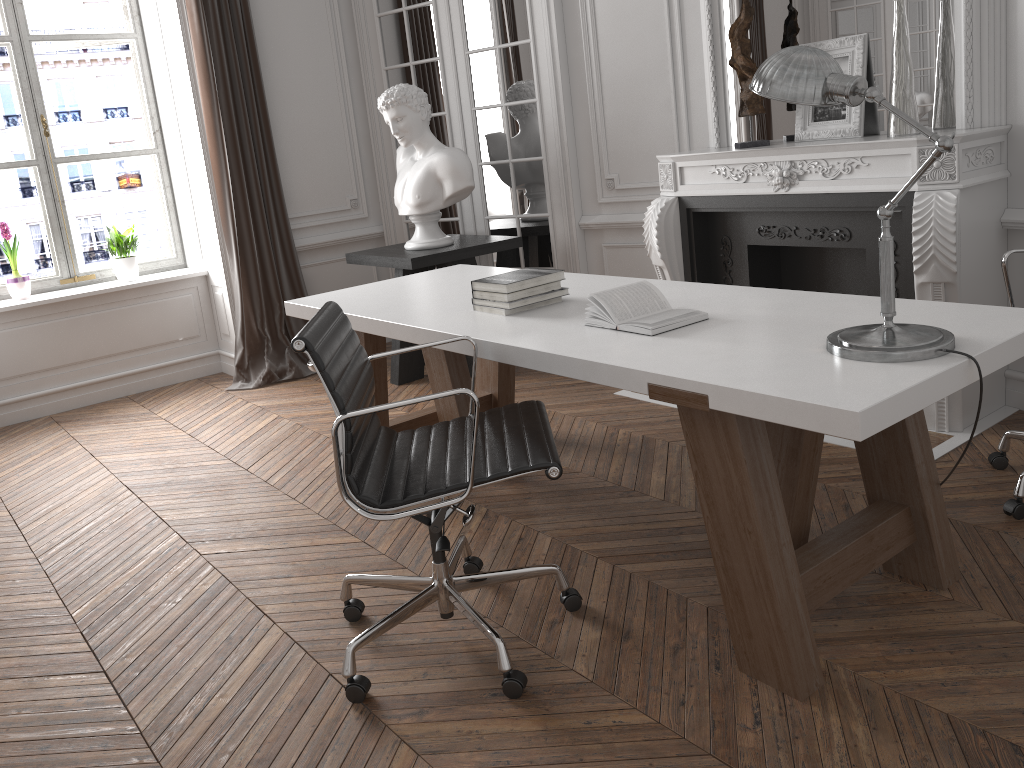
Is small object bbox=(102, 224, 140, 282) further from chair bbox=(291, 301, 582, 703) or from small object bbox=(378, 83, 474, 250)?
chair bbox=(291, 301, 582, 703)

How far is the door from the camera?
5.0 meters

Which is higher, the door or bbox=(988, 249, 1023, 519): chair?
the door

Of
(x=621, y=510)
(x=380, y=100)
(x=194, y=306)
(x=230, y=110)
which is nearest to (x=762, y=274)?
(x=621, y=510)

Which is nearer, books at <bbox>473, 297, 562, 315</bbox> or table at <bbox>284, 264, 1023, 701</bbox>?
table at <bbox>284, 264, 1023, 701</bbox>

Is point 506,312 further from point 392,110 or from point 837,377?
point 392,110

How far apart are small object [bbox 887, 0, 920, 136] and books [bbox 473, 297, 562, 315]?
1.8 meters

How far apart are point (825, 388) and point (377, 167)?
4.6 meters

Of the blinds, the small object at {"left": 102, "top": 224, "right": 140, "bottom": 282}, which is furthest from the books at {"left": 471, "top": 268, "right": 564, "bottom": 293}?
the small object at {"left": 102, "top": 224, "right": 140, "bottom": 282}

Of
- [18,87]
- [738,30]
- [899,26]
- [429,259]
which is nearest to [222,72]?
[18,87]
